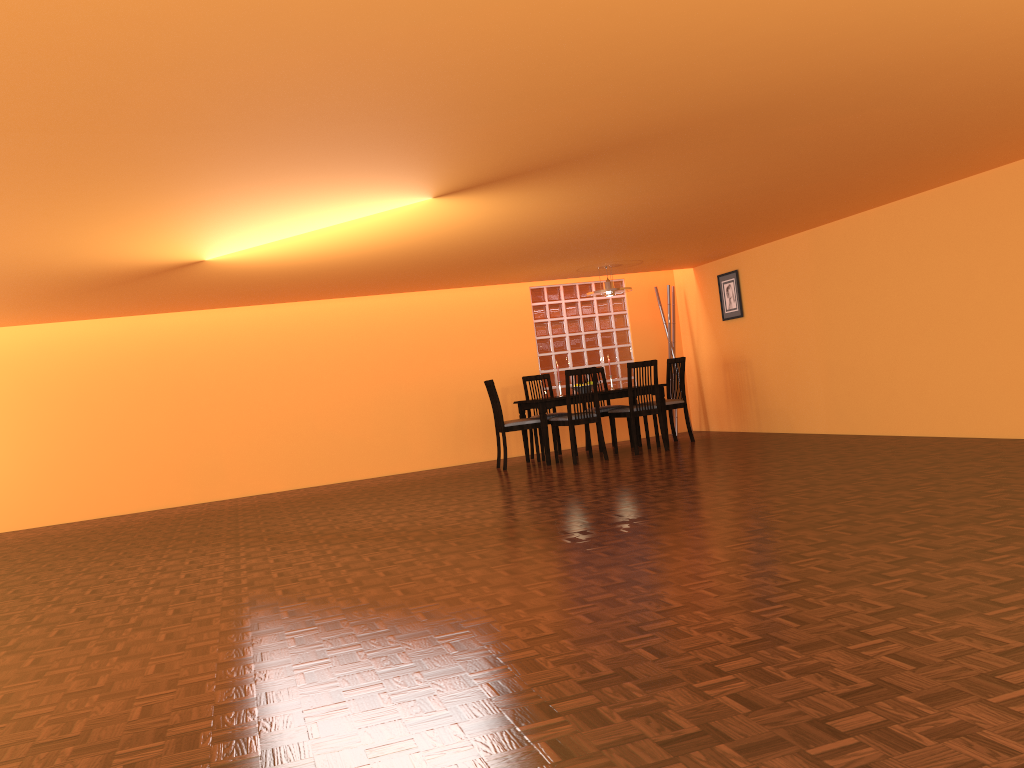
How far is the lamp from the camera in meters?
8.0

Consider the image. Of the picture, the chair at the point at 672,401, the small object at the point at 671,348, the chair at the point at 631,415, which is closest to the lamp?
the chair at the point at 631,415

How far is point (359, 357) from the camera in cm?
860

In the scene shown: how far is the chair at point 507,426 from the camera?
7.8 meters

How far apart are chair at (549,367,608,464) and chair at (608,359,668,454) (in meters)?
0.31

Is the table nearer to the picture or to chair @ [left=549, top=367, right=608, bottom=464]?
chair @ [left=549, top=367, right=608, bottom=464]

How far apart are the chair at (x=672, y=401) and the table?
0.5m

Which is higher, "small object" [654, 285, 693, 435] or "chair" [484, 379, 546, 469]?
"small object" [654, 285, 693, 435]

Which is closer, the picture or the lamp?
the lamp

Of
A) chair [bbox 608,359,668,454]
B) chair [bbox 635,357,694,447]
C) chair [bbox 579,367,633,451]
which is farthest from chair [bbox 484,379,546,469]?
chair [bbox 635,357,694,447]
